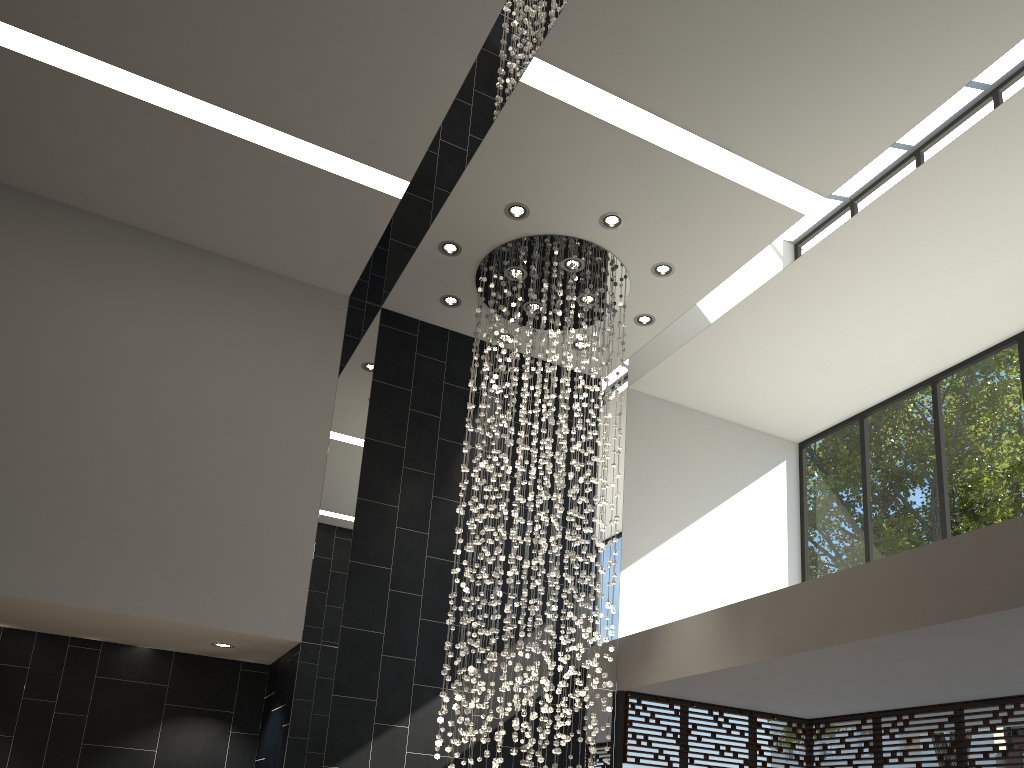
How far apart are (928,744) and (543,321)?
4.7m

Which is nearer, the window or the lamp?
the lamp

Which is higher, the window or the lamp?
the lamp

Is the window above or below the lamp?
below

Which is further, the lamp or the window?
the window

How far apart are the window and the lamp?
1.5m

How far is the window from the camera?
7.2 meters

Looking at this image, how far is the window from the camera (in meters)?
7.17

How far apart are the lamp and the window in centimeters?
152cm
